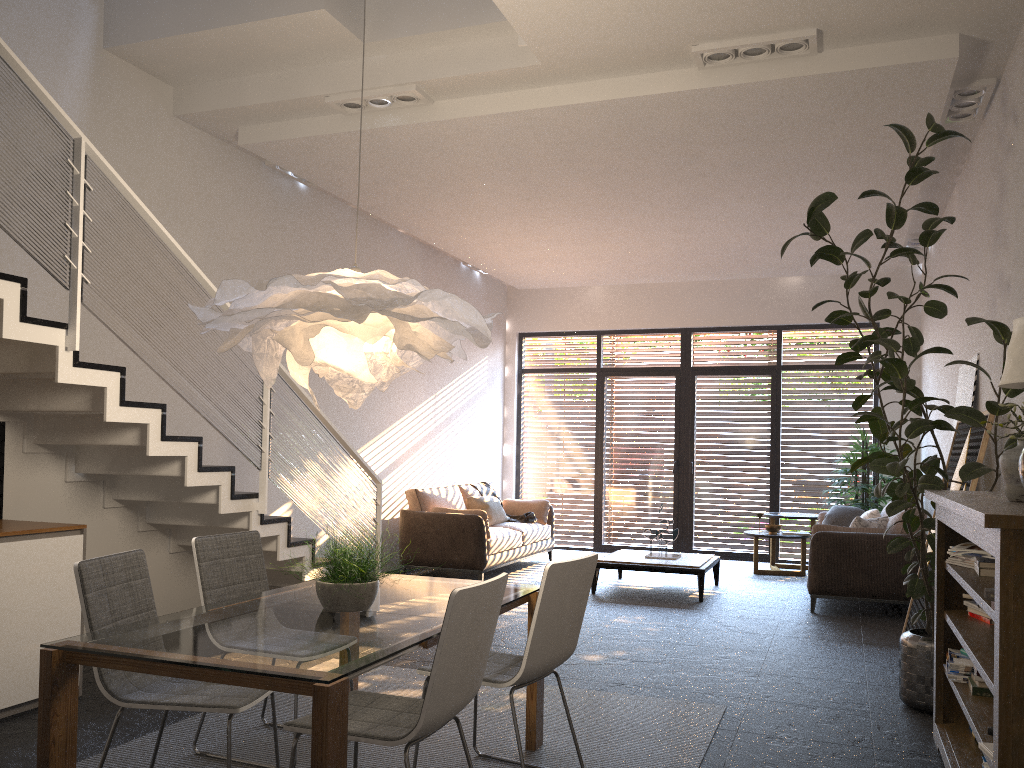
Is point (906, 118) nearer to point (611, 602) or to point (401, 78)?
point (401, 78)

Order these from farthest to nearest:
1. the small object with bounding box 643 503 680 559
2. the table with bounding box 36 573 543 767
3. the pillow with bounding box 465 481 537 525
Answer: the pillow with bounding box 465 481 537 525
the small object with bounding box 643 503 680 559
the table with bounding box 36 573 543 767

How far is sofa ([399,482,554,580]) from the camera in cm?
843

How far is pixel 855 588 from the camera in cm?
722

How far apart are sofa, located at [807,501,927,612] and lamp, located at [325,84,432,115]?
4.7 meters

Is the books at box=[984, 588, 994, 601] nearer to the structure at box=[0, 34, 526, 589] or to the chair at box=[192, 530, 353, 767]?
the chair at box=[192, 530, 353, 767]

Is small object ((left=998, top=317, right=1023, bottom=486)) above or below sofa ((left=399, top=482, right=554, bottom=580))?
above

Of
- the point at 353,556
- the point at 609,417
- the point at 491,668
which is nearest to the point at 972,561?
the point at 491,668

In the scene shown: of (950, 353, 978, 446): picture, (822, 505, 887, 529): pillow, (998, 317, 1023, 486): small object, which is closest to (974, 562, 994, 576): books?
(998, 317, 1023, 486): small object

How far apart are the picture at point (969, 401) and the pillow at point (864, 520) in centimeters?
140cm
